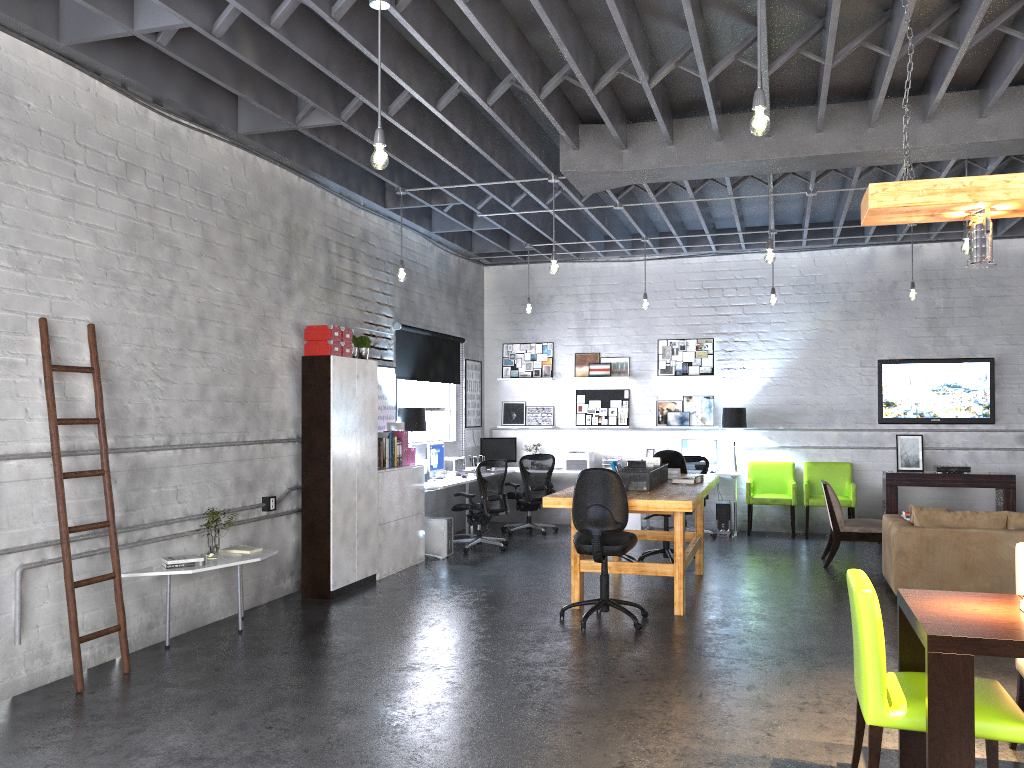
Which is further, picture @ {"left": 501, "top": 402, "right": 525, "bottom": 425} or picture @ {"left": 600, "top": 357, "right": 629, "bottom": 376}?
picture @ {"left": 501, "top": 402, "right": 525, "bottom": 425}

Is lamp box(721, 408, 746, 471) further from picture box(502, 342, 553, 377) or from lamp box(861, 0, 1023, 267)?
lamp box(861, 0, 1023, 267)

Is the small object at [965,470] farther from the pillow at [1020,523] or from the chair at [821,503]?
the pillow at [1020,523]

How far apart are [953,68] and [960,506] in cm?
700

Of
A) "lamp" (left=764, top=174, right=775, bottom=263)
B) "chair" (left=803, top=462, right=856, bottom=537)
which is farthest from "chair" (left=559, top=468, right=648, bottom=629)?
"chair" (left=803, top=462, right=856, bottom=537)

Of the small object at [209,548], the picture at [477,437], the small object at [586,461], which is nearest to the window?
the picture at [477,437]

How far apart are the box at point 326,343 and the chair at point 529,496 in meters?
4.2

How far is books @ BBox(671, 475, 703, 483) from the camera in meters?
7.9 m

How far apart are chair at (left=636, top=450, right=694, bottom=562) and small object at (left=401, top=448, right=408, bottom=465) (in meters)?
2.63

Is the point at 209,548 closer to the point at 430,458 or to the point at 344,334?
the point at 344,334
